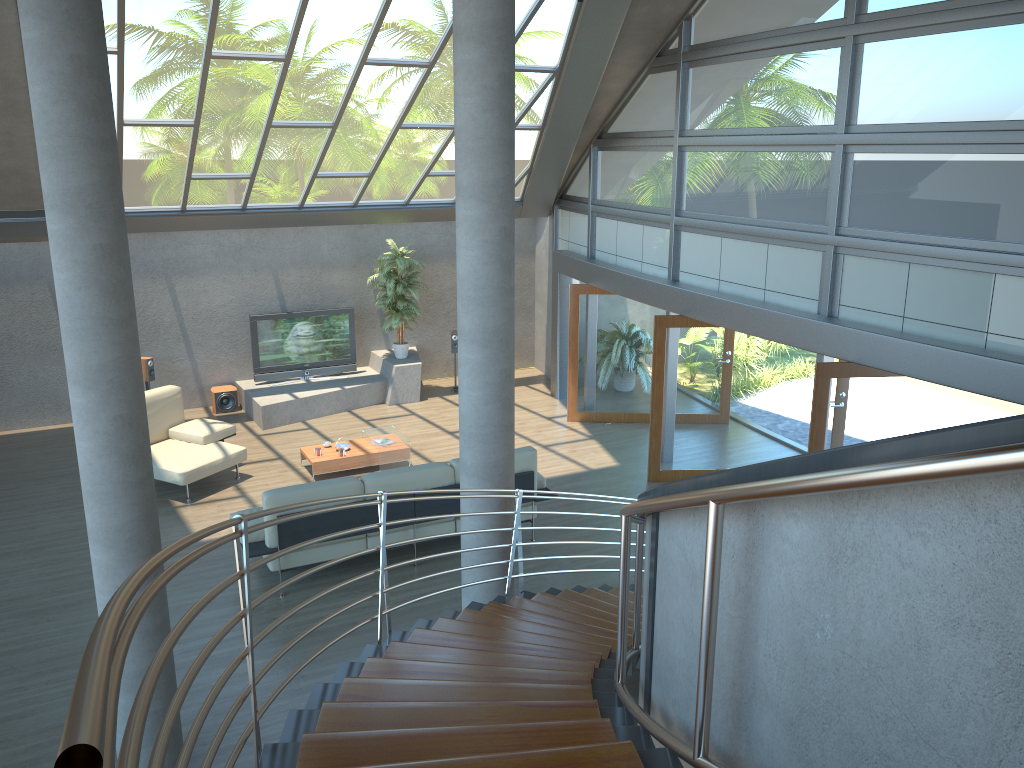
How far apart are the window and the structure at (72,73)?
6.0 meters

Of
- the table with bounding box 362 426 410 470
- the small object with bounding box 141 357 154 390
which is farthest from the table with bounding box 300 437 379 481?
the small object with bounding box 141 357 154 390

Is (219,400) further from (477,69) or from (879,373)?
(879,373)

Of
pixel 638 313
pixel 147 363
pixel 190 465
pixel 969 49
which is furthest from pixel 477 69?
pixel 147 363

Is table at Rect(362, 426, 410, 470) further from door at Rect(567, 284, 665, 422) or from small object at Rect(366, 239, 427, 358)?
door at Rect(567, 284, 665, 422)

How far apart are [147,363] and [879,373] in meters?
9.4 m

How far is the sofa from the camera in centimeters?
766cm

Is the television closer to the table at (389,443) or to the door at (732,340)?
the table at (389,443)

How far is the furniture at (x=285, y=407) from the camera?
12.46m

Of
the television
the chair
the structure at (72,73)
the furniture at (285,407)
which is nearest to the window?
the furniture at (285,407)
